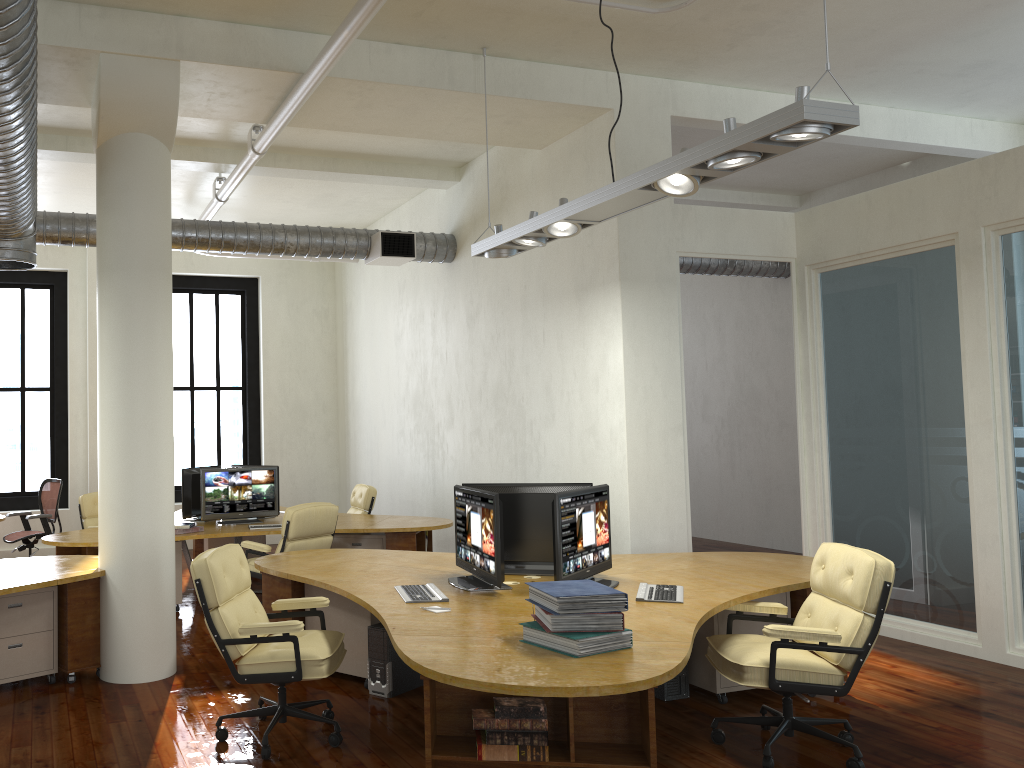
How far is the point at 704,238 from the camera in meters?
7.2 m

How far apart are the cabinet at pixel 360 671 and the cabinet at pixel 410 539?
2.3m

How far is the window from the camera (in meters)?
13.07

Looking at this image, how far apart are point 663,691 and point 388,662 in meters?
1.7 m

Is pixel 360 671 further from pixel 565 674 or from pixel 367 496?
pixel 367 496

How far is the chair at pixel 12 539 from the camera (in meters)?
9.84

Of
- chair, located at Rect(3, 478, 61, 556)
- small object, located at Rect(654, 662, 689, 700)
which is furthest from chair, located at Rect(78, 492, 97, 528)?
small object, located at Rect(654, 662, 689, 700)

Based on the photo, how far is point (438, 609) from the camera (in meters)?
4.43

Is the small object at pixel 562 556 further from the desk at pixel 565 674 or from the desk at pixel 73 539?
the desk at pixel 73 539

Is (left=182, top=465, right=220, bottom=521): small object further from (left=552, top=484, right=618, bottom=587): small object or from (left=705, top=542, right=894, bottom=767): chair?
(left=705, top=542, right=894, bottom=767): chair
